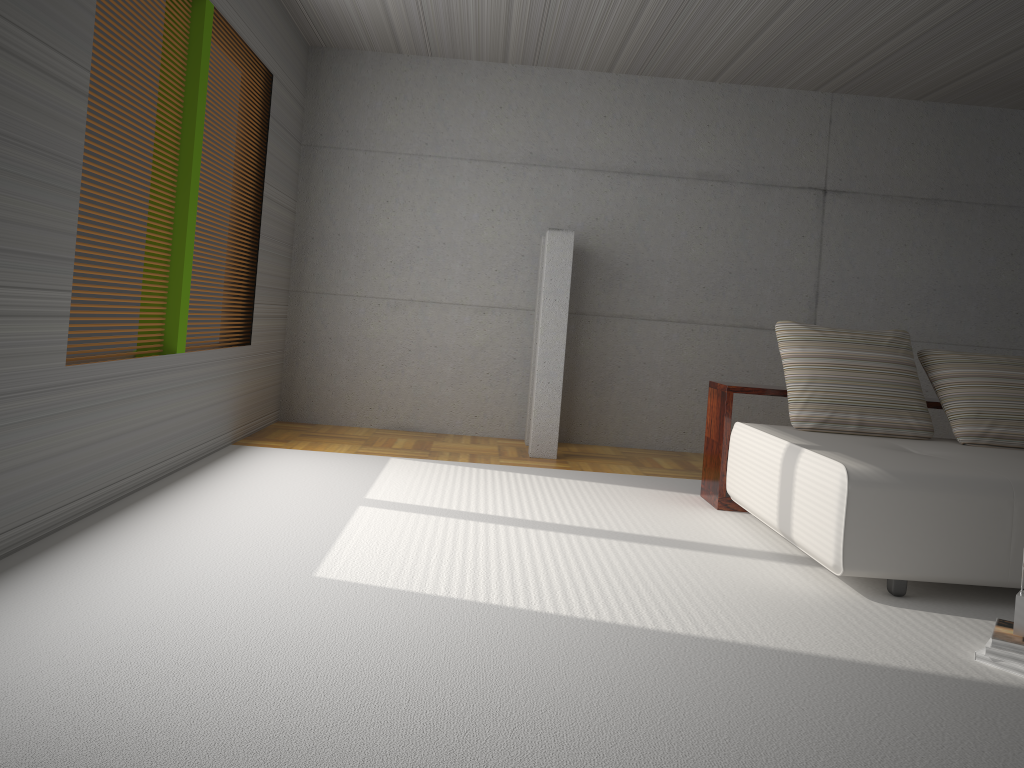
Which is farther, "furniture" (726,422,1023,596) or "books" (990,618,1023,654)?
"furniture" (726,422,1023,596)

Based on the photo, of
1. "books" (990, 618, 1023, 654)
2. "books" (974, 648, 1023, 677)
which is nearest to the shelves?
"books" (990, 618, 1023, 654)

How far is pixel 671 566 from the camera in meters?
3.8 m

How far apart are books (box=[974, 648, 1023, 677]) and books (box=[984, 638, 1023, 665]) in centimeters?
2cm

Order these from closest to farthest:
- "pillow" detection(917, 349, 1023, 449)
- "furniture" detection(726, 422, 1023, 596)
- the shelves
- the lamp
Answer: "furniture" detection(726, 422, 1023, 596) → "pillow" detection(917, 349, 1023, 449) → the shelves → the lamp

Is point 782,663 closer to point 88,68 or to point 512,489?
point 512,489

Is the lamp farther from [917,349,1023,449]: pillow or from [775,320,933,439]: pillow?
[917,349,1023,449]: pillow

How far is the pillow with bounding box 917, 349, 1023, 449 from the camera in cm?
471

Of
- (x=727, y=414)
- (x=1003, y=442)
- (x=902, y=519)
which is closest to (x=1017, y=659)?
(x=902, y=519)

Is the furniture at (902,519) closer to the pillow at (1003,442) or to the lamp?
the pillow at (1003,442)
